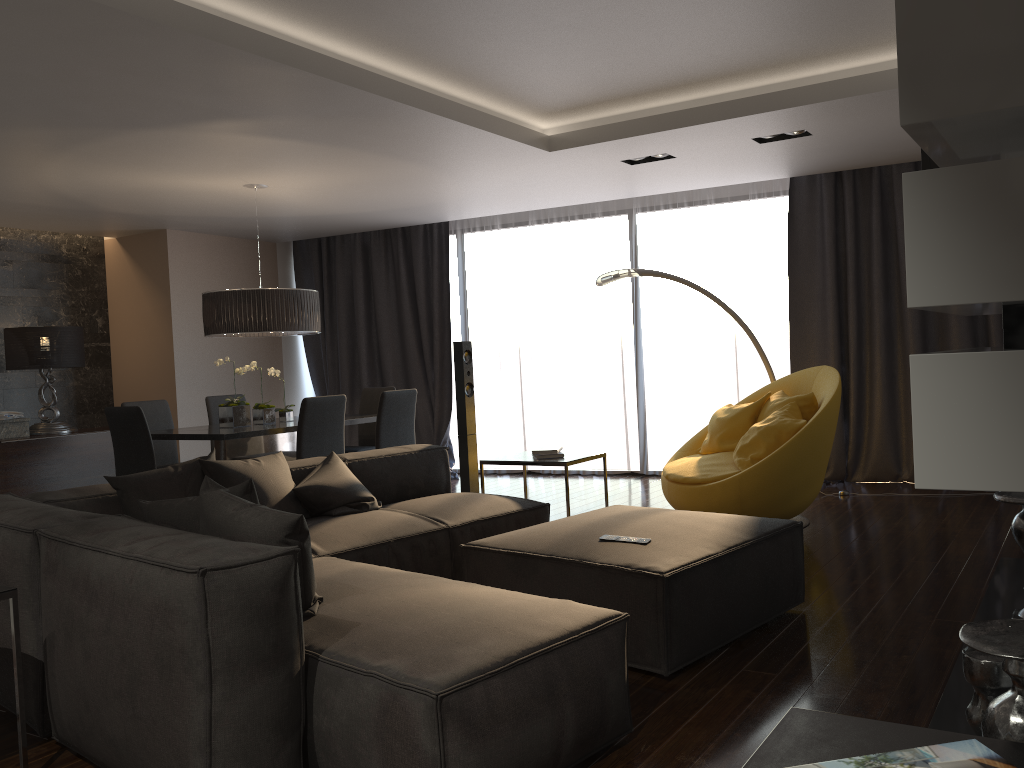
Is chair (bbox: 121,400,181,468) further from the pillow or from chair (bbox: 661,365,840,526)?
chair (bbox: 661,365,840,526)

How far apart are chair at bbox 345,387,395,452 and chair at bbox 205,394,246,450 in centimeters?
116cm

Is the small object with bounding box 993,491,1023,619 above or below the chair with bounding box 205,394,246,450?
below

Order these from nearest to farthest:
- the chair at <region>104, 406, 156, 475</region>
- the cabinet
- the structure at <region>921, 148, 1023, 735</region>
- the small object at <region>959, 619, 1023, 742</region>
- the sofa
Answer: the small object at <region>959, 619, 1023, 742</region>
the sofa
the structure at <region>921, 148, 1023, 735</region>
the chair at <region>104, 406, 156, 475</region>
the cabinet

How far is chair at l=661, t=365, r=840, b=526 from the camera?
4.9m

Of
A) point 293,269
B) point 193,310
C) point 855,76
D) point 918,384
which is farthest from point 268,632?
point 293,269

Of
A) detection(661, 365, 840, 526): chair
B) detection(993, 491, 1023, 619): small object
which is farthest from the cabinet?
detection(993, 491, 1023, 619): small object

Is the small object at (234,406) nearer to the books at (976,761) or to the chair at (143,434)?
the chair at (143,434)

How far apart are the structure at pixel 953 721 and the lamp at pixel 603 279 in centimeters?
275cm

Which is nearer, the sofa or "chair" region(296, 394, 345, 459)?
the sofa
